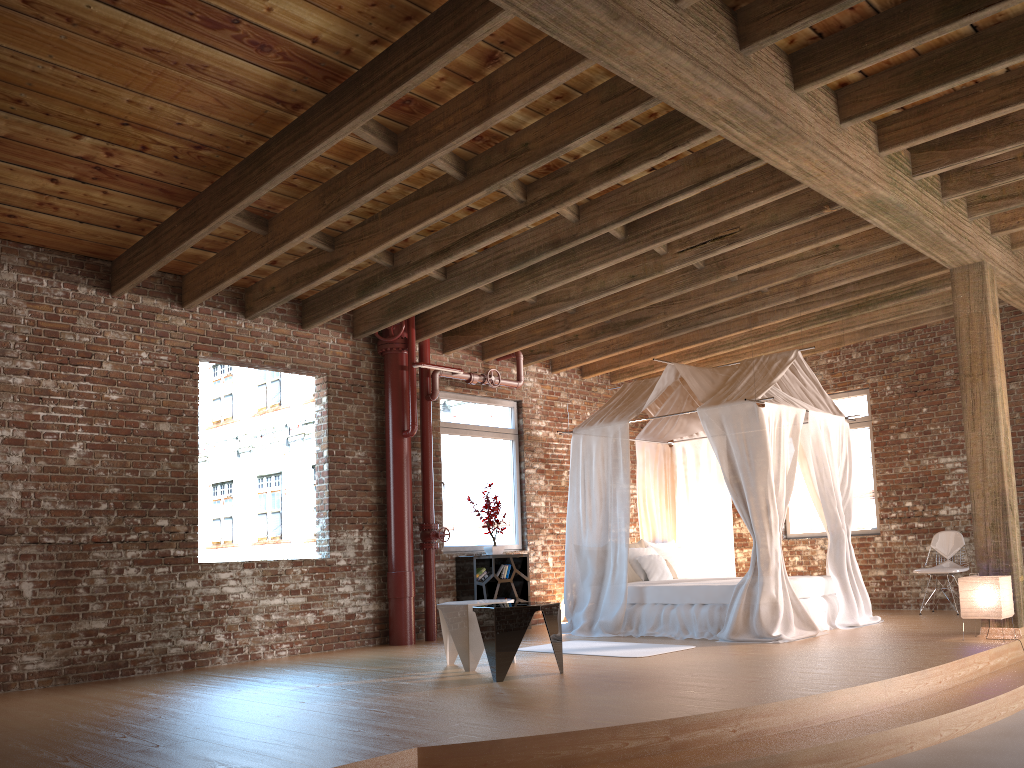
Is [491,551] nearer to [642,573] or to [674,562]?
[642,573]

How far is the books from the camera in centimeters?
959cm

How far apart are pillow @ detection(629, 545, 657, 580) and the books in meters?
1.4 m

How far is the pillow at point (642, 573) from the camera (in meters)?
9.18

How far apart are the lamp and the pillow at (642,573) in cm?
316

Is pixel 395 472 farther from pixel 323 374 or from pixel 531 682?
pixel 531 682

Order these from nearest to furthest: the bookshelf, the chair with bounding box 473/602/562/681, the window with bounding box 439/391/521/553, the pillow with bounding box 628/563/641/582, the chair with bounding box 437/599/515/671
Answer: the chair with bounding box 473/602/562/681
the chair with bounding box 437/599/515/671
the pillow with bounding box 628/563/641/582
the bookshelf
the window with bounding box 439/391/521/553

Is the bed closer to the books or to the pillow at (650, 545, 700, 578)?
the pillow at (650, 545, 700, 578)

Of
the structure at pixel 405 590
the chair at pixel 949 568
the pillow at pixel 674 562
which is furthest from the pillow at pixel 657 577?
the chair at pixel 949 568

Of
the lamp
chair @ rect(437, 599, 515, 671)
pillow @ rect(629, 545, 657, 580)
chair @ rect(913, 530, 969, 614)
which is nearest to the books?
pillow @ rect(629, 545, 657, 580)
